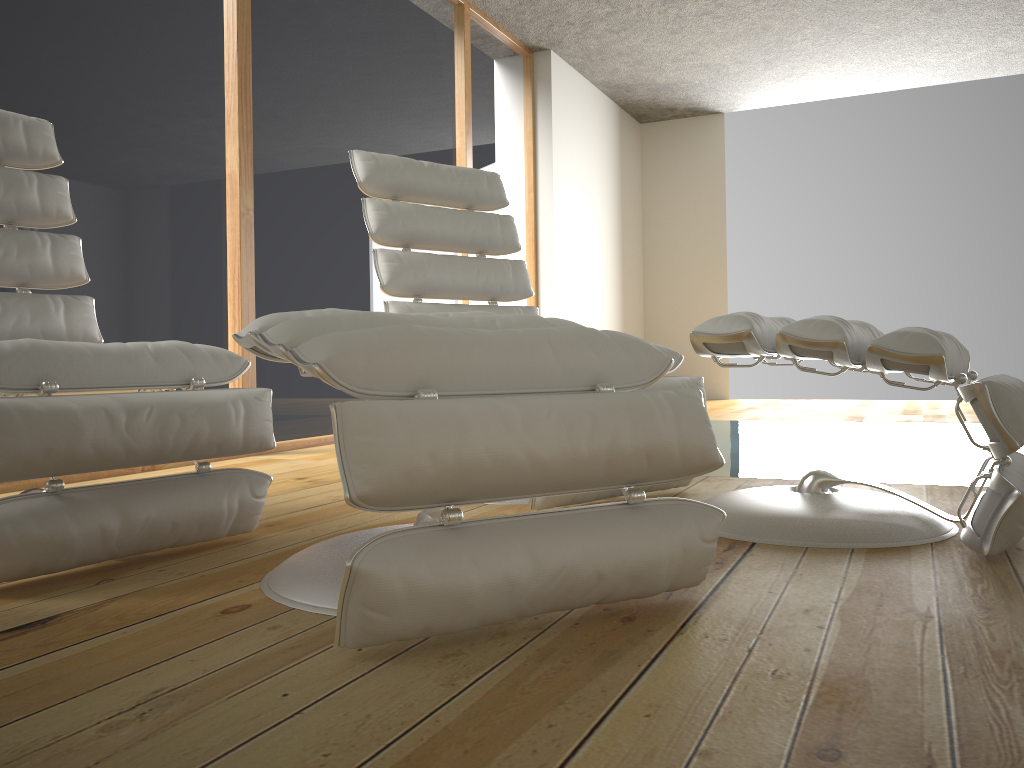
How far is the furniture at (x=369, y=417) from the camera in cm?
102

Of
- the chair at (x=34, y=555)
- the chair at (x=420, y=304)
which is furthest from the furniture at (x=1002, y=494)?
the chair at (x=34, y=555)

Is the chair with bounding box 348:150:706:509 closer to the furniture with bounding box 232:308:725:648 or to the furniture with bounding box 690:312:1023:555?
the furniture with bounding box 690:312:1023:555

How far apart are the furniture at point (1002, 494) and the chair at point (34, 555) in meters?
0.8 m

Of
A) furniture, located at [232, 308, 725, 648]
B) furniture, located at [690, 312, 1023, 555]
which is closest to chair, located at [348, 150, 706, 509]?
furniture, located at [690, 312, 1023, 555]

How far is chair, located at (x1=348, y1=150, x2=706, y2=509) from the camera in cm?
246

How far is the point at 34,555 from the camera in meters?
1.4 m

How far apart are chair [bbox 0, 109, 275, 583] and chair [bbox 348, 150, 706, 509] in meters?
0.6

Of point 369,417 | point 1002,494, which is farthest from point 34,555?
point 1002,494

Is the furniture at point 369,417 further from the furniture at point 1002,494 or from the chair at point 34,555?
the furniture at point 1002,494
